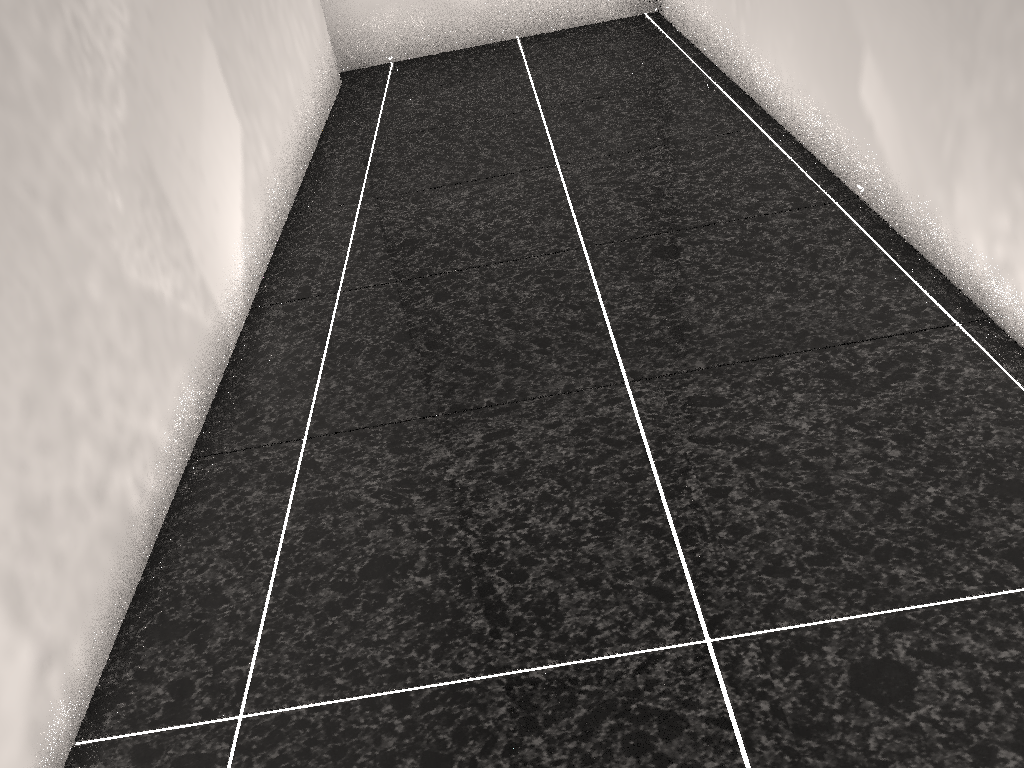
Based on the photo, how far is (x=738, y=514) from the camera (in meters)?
1.27
